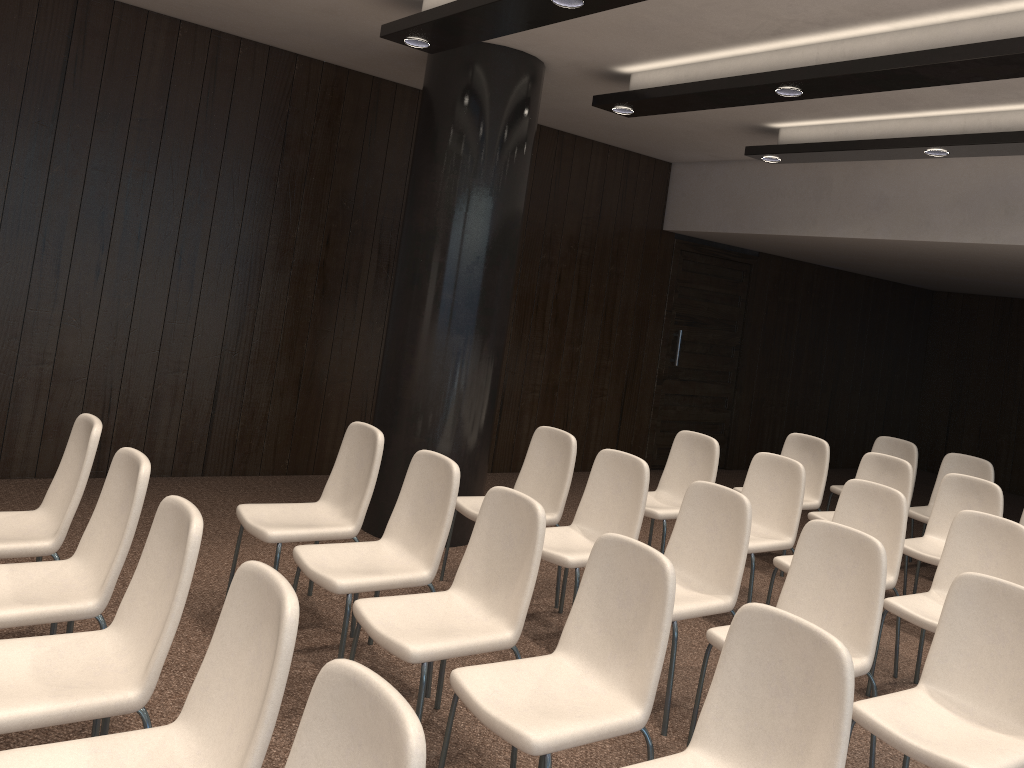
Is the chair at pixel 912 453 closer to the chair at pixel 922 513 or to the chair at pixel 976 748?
the chair at pixel 922 513

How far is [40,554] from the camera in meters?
3.3 m

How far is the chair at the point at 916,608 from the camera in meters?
4.2 m

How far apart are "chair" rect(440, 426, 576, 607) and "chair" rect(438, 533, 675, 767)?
1.7 meters

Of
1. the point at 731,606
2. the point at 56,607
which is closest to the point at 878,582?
the point at 731,606

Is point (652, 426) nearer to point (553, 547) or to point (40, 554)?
point (553, 547)

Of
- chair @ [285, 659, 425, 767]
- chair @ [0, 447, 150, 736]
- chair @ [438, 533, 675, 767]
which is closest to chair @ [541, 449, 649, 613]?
chair @ [438, 533, 675, 767]

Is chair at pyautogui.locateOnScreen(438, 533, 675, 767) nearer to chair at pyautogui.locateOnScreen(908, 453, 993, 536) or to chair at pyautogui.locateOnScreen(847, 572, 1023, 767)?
chair at pyautogui.locateOnScreen(847, 572, 1023, 767)

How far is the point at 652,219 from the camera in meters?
8.7

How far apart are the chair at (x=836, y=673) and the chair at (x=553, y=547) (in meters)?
1.63
